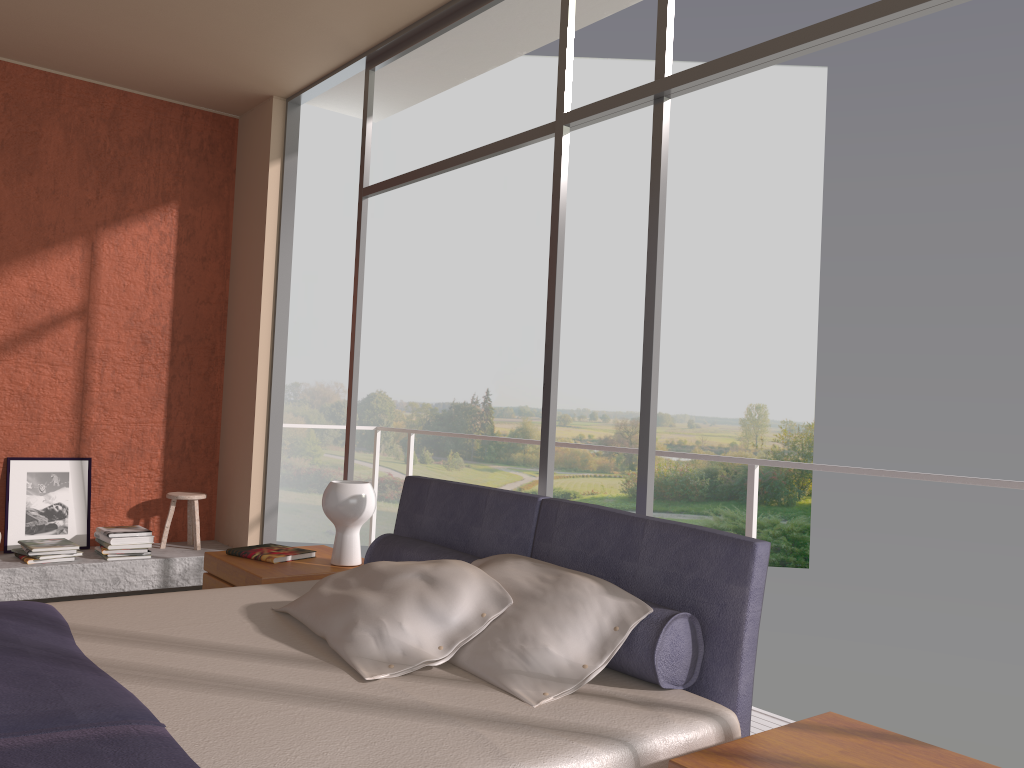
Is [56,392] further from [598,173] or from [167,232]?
[598,173]

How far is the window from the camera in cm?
261

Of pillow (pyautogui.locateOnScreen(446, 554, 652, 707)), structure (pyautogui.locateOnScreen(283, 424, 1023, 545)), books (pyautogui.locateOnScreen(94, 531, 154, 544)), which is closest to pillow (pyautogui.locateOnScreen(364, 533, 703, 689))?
pillow (pyautogui.locateOnScreen(446, 554, 652, 707))

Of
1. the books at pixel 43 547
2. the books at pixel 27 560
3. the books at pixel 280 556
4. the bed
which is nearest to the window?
the bed

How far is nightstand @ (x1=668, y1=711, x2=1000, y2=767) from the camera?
1.75m

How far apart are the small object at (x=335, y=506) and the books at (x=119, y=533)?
2.1 meters

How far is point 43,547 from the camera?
4.9 meters

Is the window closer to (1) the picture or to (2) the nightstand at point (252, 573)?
(2) the nightstand at point (252, 573)

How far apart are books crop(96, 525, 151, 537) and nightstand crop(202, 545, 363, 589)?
1.64m

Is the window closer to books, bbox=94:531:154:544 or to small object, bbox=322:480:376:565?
small object, bbox=322:480:376:565
